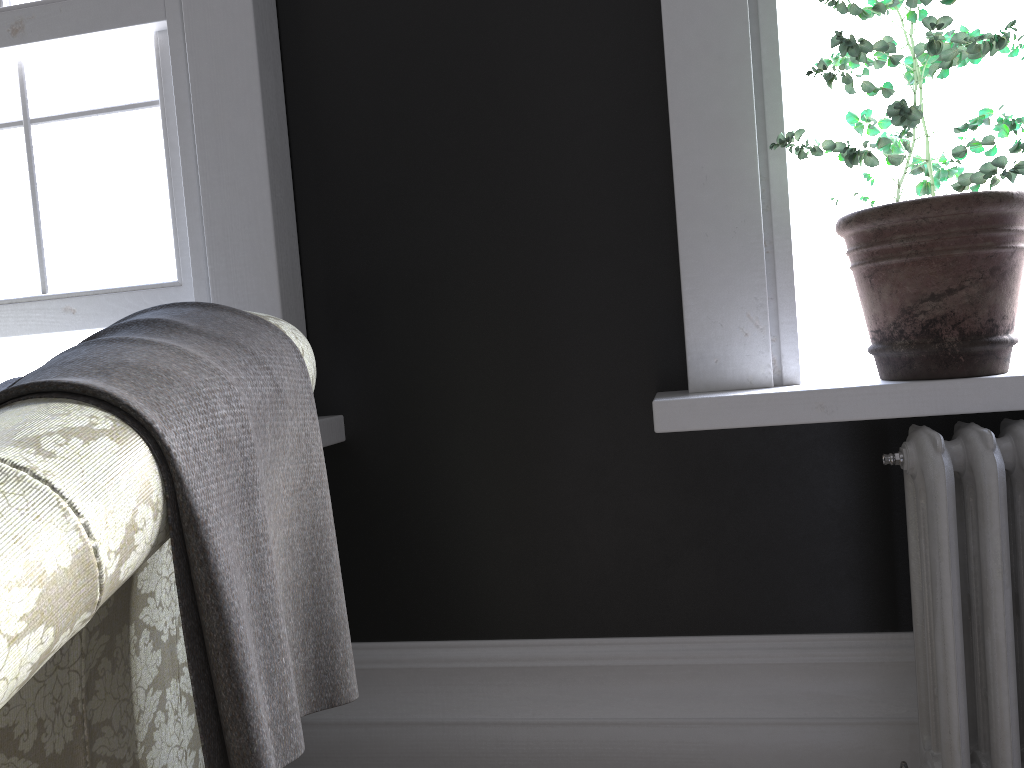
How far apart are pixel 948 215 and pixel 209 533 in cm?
142

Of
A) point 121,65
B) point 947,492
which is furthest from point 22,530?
point 121,65

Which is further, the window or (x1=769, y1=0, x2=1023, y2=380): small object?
the window

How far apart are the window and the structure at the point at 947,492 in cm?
175

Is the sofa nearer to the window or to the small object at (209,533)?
the small object at (209,533)

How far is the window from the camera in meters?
2.3

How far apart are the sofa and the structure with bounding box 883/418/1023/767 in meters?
1.1 m

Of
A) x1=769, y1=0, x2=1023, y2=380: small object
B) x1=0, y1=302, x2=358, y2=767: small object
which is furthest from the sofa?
x1=769, y1=0, x2=1023, y2=380: small object

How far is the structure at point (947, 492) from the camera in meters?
1.6 m

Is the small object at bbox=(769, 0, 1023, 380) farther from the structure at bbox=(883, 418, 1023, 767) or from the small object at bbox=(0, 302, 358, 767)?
the small object at bbox=(0, 302, 358, 767)
